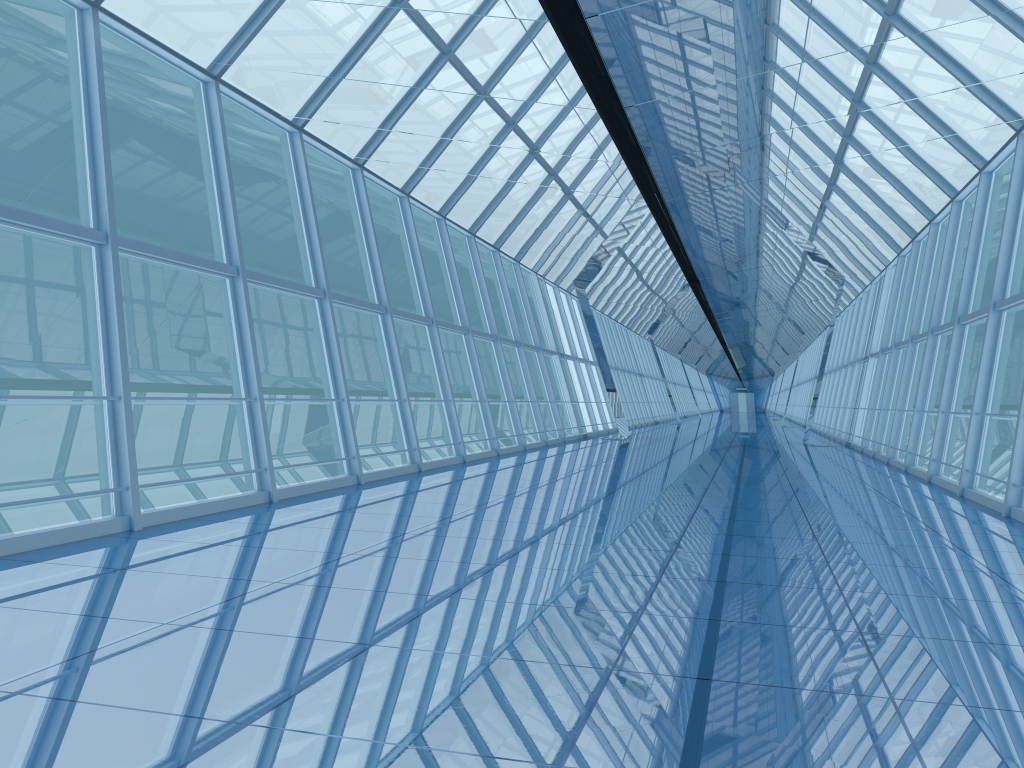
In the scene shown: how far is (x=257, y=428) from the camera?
8.9m

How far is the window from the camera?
8.92m

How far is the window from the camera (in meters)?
8.92
